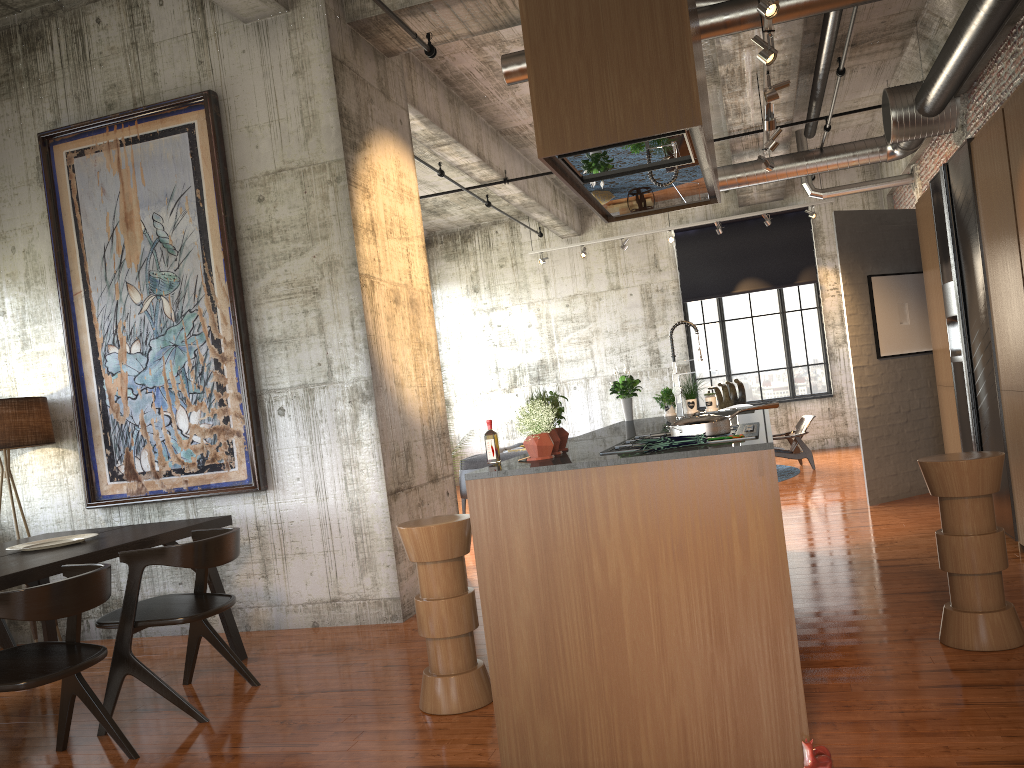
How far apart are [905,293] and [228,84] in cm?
721

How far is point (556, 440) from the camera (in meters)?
4.25

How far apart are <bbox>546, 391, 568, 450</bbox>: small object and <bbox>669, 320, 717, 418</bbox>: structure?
2.5 meters

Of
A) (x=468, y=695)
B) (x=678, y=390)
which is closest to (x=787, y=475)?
(x=678, y=390)

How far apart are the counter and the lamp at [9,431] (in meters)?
4.38

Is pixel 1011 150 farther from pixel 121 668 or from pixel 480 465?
pixel 480 465

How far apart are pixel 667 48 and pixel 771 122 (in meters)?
4.59

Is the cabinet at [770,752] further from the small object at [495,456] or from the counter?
the small object at [495,456]

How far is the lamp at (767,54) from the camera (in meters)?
6.06

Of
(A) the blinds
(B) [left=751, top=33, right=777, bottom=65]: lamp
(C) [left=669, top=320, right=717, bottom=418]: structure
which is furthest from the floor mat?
(B) [left=751, top=33, right=777, bottom=65]: lamp
